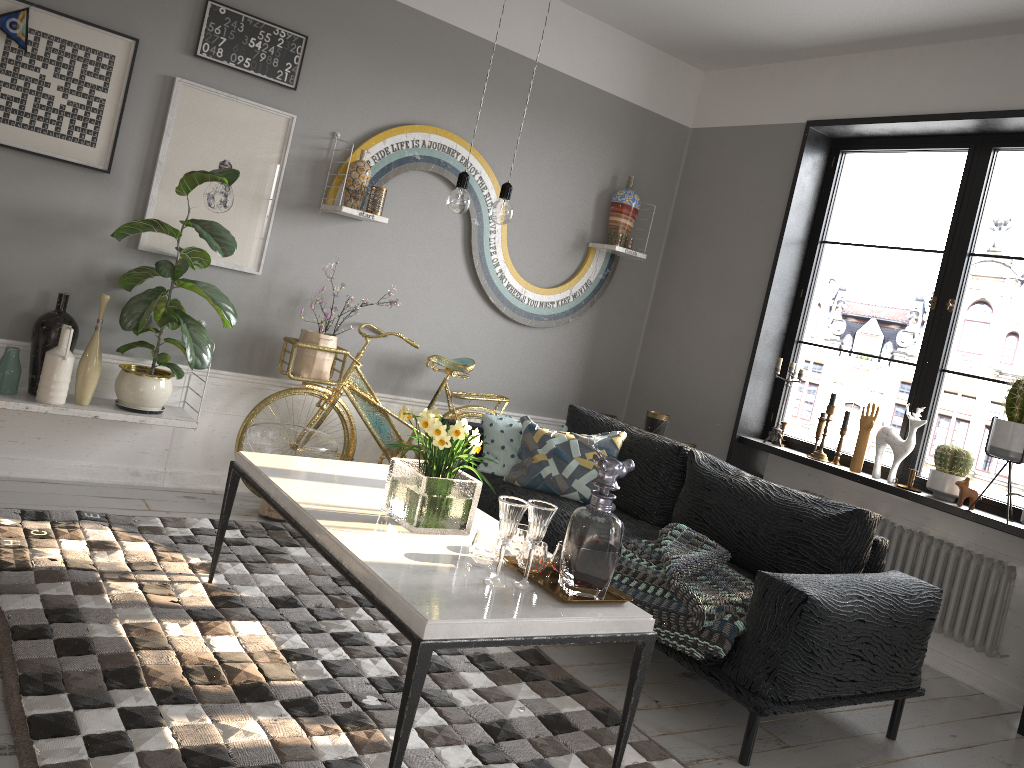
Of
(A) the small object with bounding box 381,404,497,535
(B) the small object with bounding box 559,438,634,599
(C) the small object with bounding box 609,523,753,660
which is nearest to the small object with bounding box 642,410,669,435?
(C) the small object with bounding box 609,523,753,660

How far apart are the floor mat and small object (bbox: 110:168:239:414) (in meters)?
0.50

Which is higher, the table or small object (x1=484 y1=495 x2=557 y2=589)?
small object (x1=484 y1=495 x2=557 y2=589)

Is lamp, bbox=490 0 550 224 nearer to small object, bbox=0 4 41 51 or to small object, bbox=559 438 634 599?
small object, bbox=559 438 634 599

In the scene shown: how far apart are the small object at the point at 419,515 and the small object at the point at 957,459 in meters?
2.5 m

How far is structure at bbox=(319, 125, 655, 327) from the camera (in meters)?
4.55

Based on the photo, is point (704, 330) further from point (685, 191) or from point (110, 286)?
point (110, 286)

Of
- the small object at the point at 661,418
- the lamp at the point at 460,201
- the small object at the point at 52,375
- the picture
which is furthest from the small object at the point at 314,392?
the lamp at the point at 460,201

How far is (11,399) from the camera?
3.6m

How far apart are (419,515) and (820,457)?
2.81m
